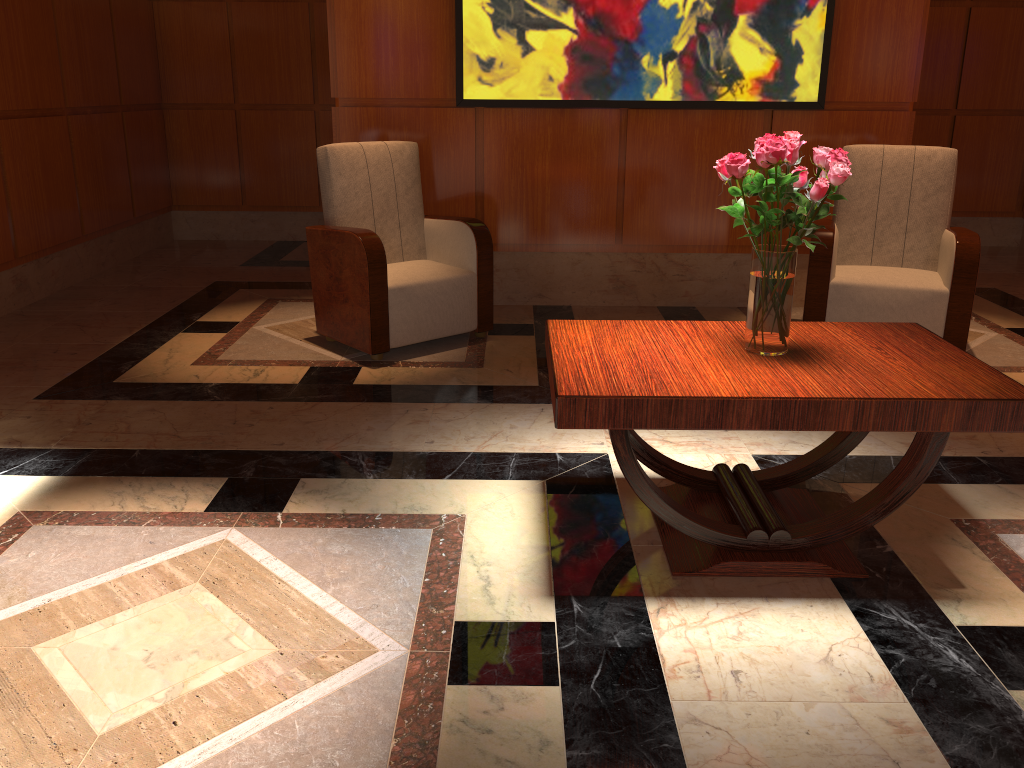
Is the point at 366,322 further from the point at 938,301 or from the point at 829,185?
the point at 938,301

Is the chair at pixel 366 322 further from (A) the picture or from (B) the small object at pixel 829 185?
(B) the small object at pixel 829 185

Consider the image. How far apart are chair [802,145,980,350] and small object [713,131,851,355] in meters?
1.9 m

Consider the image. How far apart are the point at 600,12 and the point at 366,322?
2.1m

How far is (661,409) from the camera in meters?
2.1

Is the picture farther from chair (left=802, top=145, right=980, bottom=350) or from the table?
the table

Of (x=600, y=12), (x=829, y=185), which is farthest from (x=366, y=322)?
(x=829, y=185)

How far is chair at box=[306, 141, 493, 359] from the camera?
4.0m

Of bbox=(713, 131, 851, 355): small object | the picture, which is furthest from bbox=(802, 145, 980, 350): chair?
bbox=(713, 131, 851, 355): small object

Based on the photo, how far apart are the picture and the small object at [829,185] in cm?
253
